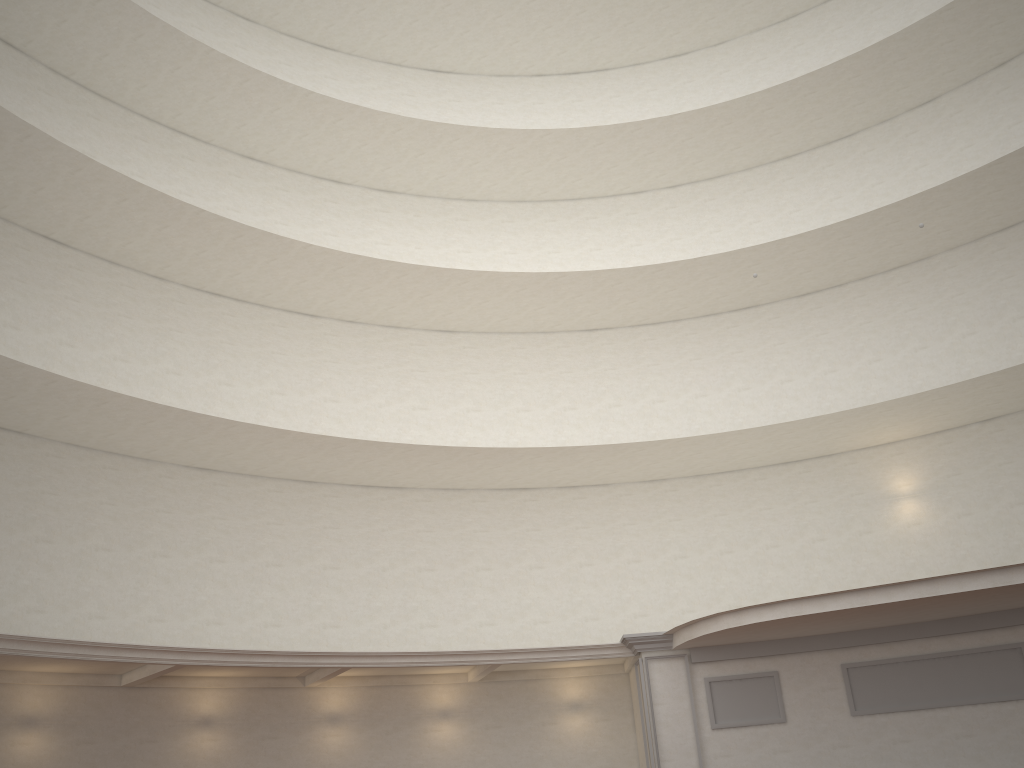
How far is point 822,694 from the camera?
15.7 meters

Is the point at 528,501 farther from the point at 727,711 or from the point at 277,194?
the point at 277,194
